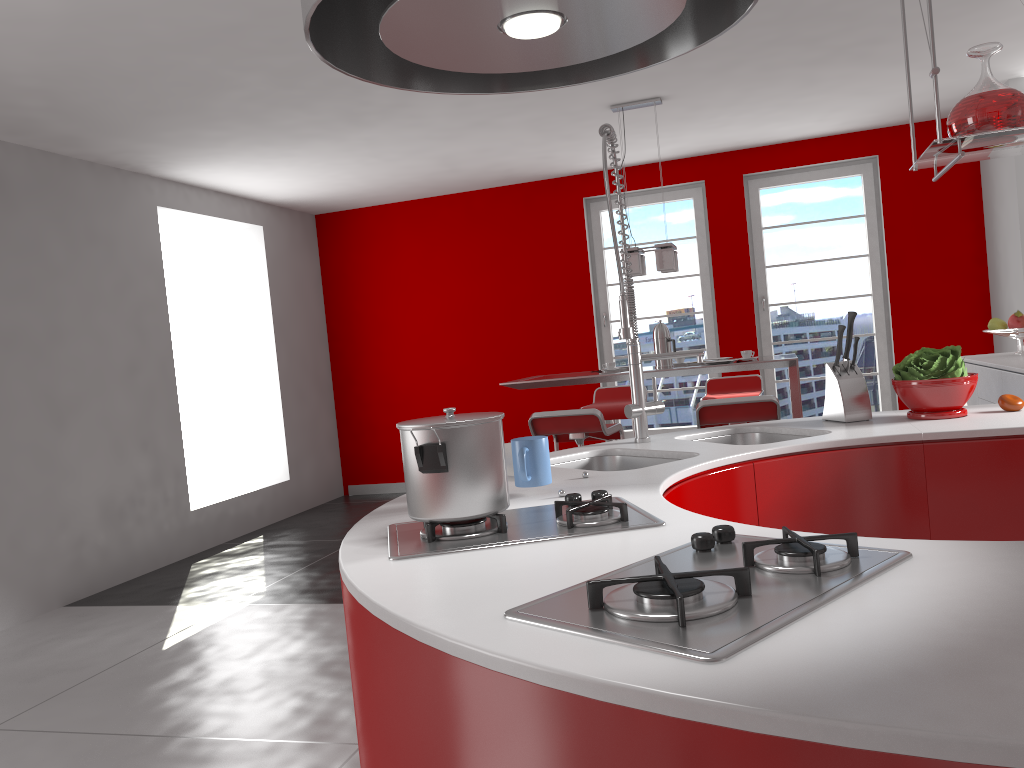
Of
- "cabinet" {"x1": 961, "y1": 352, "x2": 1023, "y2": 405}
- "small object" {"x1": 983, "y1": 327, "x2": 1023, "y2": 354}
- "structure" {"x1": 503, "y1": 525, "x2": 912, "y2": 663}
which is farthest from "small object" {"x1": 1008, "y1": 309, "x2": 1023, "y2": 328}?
"structure" {"x1": 503, "y1": 525, "x2": 912, "y2": 663}

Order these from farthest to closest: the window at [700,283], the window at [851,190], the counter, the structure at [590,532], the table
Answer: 1. the window at [700,283]
2. the window at [851,190]
3. the table
4. the structure at [590,532]
5. the counter

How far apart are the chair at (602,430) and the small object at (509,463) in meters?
2.5

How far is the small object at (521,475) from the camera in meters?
1.8 m

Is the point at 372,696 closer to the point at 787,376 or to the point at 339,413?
the point at 787,376

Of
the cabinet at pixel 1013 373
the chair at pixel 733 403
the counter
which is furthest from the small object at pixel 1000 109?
the cabinet at pixel 1013 373

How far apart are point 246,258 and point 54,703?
4.54m

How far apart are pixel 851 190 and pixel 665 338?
2.7 meters

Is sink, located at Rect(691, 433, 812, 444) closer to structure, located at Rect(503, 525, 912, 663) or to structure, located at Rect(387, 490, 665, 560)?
structure, located at Rect(387, 490, 665, 560)

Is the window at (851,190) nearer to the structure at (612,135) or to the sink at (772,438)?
the sink at (772,438)
